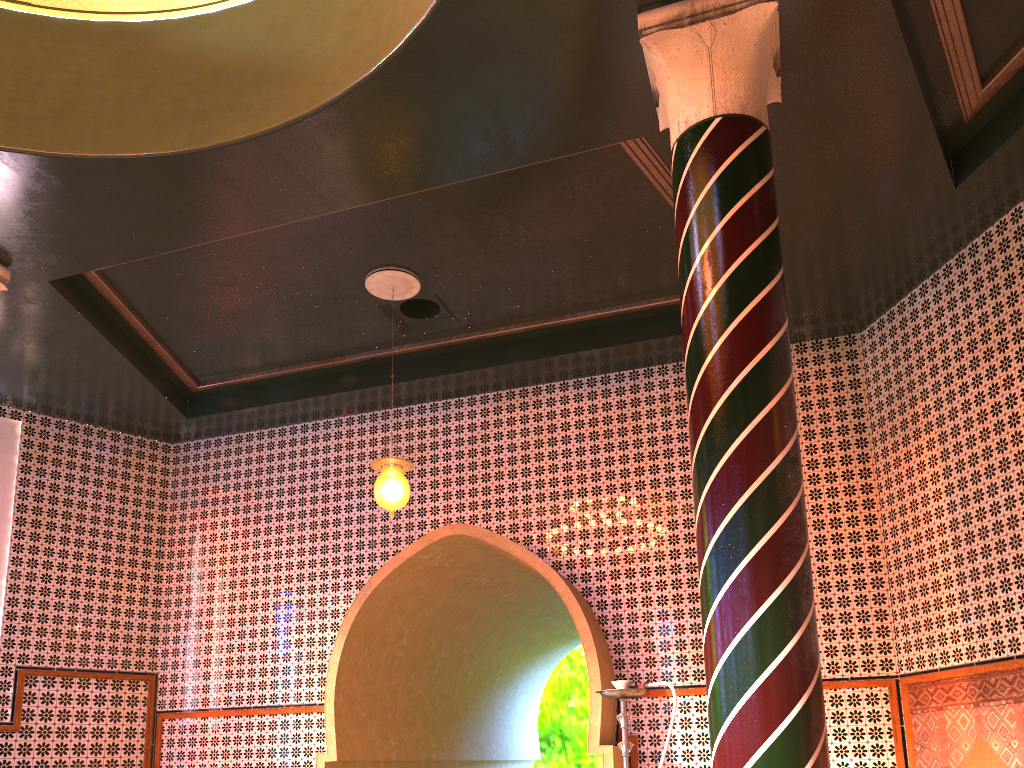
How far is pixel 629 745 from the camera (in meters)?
4.43

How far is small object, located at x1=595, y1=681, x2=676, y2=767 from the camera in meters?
4.4

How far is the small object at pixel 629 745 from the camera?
4.4 meters
